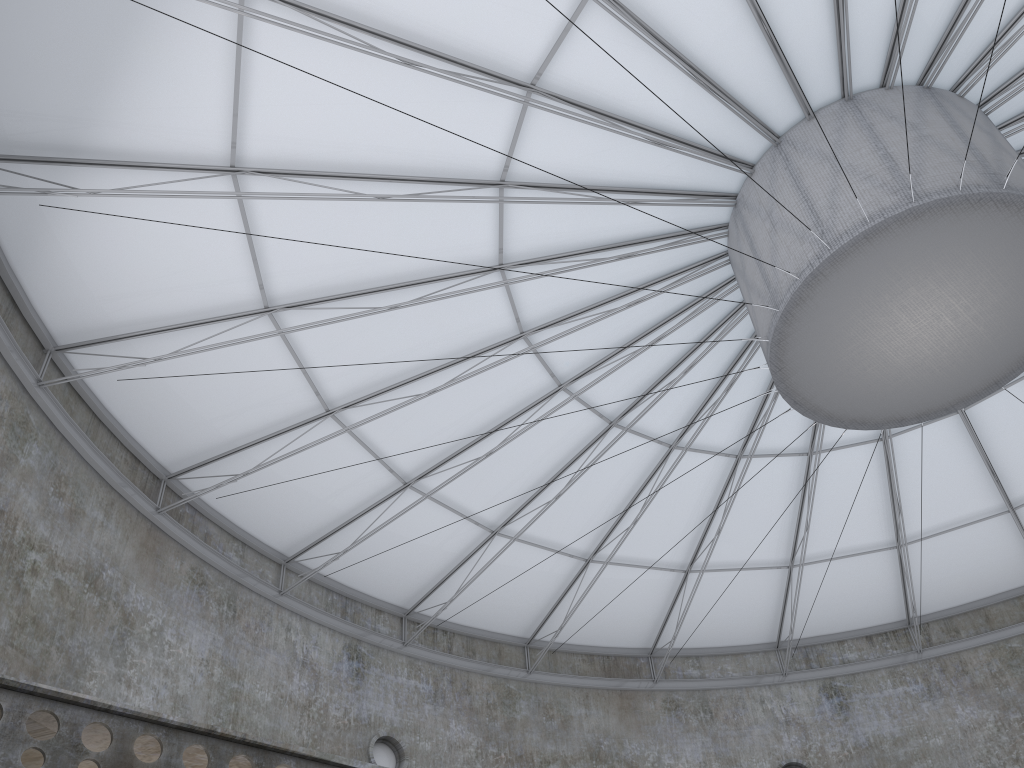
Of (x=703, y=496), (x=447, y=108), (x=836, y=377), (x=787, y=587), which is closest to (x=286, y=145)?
(x=447, y=108)
